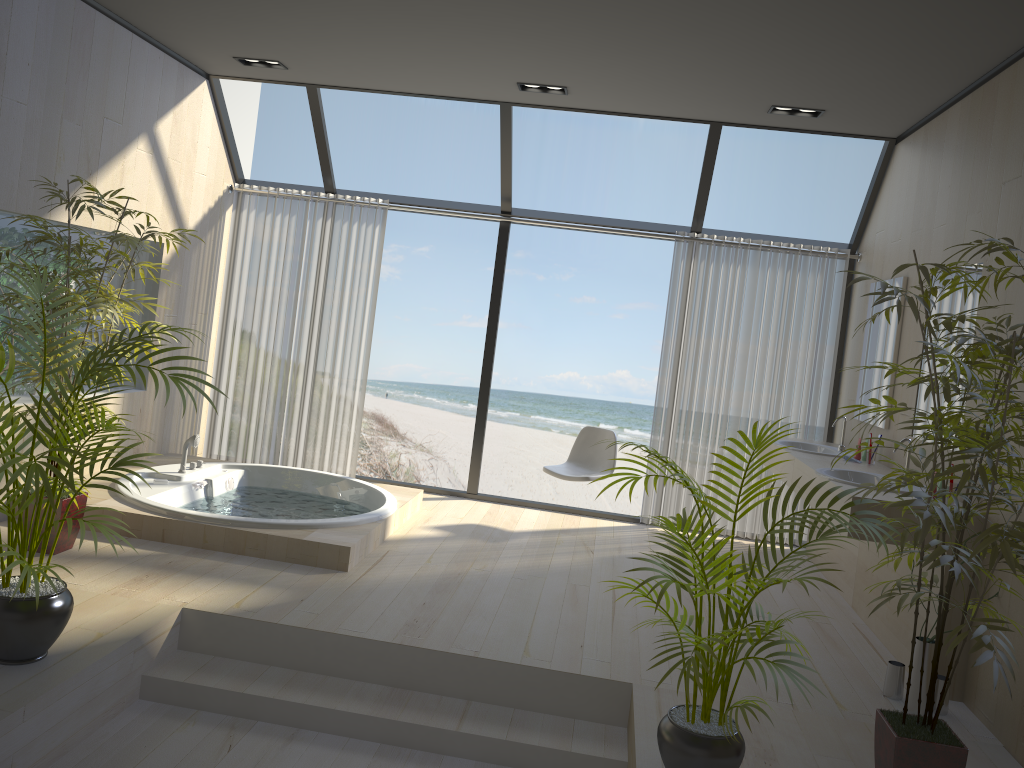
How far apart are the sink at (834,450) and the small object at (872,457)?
0.4m

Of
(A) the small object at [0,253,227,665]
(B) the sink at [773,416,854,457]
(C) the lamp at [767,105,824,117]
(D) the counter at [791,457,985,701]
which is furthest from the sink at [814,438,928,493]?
(A) the small object at [0,253,227,665]

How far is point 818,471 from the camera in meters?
4.3 m

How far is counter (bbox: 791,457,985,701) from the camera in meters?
3.7

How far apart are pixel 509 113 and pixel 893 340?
2.8 meters

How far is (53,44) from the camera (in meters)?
4.40

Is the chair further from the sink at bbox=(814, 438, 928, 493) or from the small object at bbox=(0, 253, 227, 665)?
the small object at bbox=(0, 253, 227, 665)

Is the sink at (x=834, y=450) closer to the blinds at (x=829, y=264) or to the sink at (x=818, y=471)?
the blinds at (x=829, y=264)

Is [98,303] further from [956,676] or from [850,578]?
[850,578]

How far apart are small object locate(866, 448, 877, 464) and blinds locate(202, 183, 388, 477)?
3.49m
